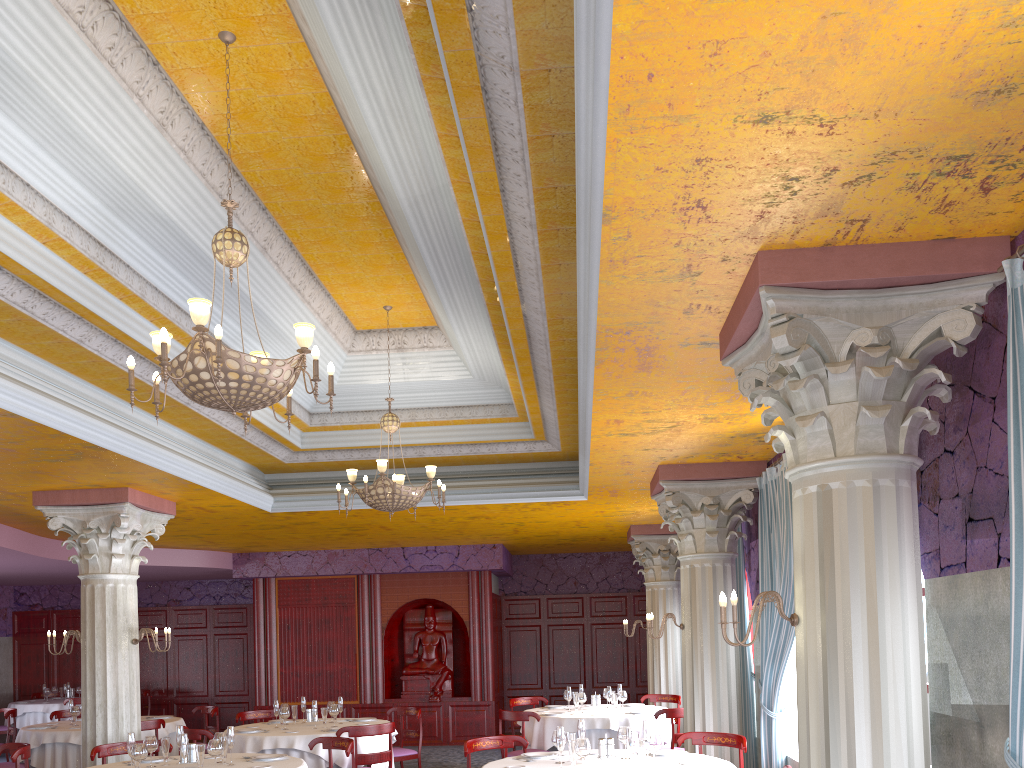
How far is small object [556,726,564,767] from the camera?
6.08m

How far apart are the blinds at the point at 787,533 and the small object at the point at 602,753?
1.8 meters

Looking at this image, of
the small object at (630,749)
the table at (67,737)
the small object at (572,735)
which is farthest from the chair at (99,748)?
the small object at (630,749)

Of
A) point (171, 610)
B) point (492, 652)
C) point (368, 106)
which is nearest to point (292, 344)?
point (368, 106)

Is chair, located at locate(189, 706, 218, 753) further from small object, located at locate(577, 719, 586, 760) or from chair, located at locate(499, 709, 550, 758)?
small object, located at locate(577, 719, 586, 760)

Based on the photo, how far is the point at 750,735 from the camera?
8.8m

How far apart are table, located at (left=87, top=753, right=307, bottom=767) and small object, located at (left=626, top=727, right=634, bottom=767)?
2.65m

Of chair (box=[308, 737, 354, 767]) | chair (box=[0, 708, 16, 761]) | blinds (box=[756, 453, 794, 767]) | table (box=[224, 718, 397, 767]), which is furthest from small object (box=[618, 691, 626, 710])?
chair (box=[0, 708, 16, 761])

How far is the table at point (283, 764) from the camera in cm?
676

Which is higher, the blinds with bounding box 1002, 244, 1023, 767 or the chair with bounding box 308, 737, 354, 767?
the blinds with bounding box 1002, 244, 1023, 767
